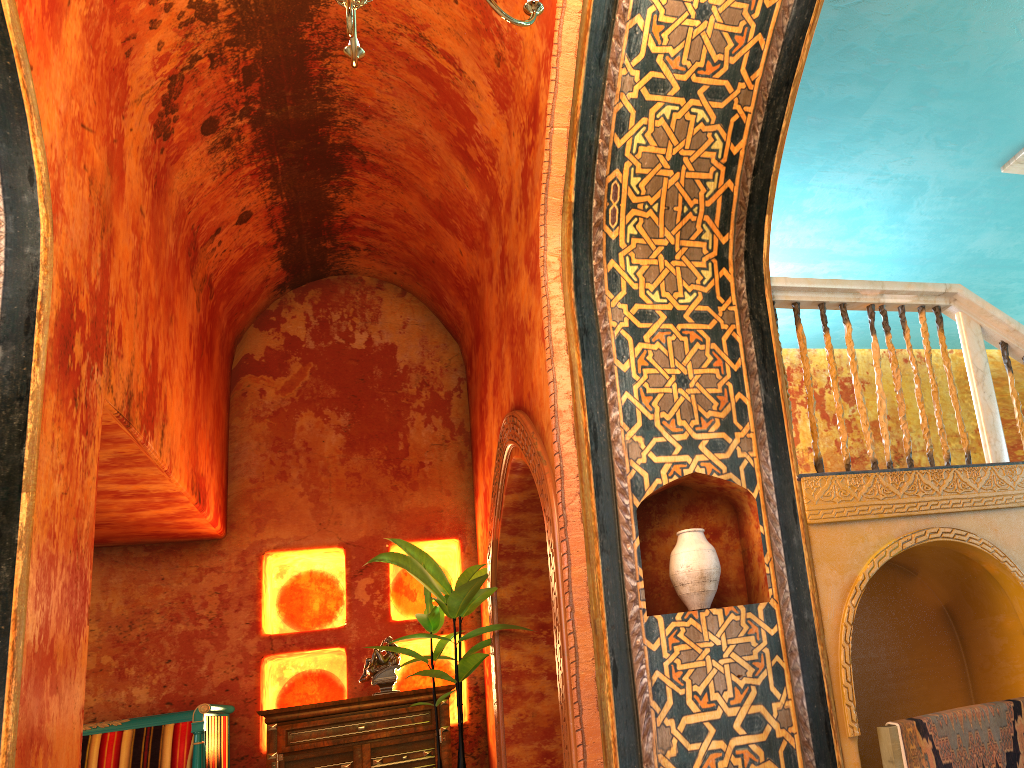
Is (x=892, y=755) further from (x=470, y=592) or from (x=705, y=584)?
(x=470, y=592)

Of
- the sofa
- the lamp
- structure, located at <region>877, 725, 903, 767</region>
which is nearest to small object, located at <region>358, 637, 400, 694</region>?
the sofa

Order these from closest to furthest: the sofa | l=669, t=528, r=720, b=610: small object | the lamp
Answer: the lamp < l=669, t=528, r=720, b=610: small object < the sofa

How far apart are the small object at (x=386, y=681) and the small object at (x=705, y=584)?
4.1 meters

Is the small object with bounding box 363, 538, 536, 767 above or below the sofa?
above

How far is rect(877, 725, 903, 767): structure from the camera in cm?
375

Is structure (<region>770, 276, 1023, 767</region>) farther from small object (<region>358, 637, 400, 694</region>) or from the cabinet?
A: small object (<region>358, 637, 400, 694</region>)

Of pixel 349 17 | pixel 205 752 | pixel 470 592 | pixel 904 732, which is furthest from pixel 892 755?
pixel 205 752

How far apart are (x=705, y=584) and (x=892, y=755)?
1.1 meters

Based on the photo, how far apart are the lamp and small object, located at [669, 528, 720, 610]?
2.3m
